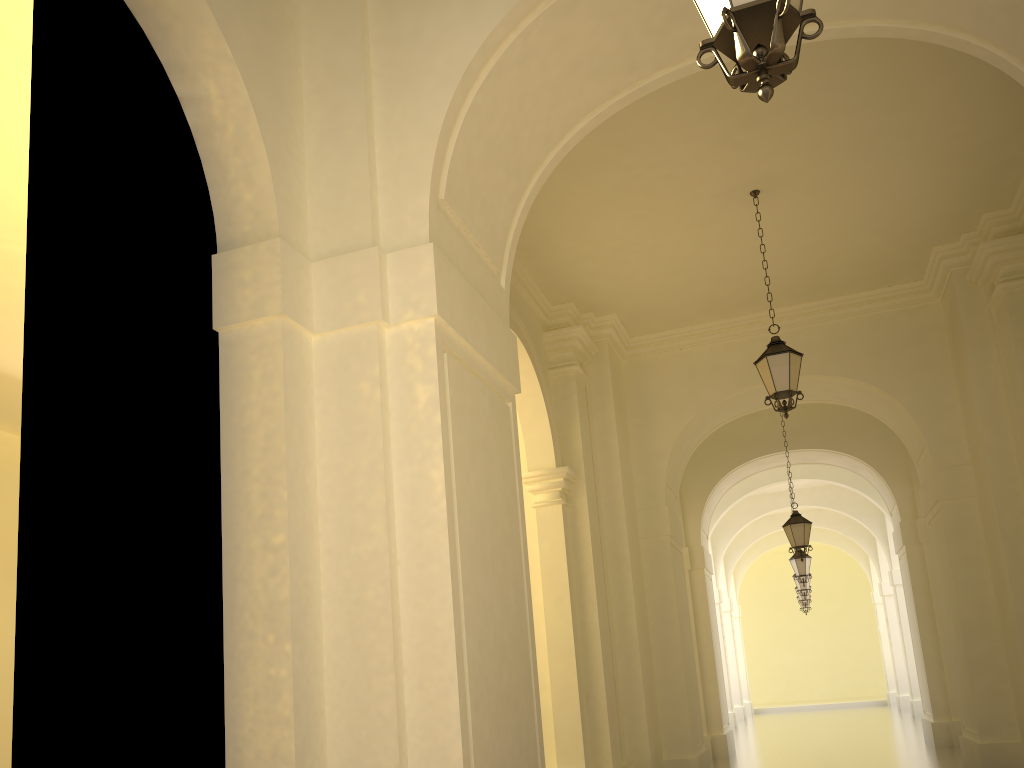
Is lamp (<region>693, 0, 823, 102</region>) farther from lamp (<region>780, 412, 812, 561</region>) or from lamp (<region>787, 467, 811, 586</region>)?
lamp (<region>787, 467, 811, 586</region>)

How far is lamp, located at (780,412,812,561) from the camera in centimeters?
1459cm

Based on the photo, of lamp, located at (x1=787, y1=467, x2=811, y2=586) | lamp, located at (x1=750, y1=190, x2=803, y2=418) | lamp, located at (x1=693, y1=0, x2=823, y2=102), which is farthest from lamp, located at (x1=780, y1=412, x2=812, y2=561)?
lamp, located at (x1=693, y1=0, x2=823, y2=102)

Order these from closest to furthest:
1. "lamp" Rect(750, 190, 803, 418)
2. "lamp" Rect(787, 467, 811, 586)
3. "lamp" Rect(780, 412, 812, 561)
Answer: "lamp" Rect(750, 190, 803, 418)
"lamp" Rect(780, 412, 812, 561)
"lamp" Rect(787, 467, 811, 586)

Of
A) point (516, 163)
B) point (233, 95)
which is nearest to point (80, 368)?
point (233, 95)

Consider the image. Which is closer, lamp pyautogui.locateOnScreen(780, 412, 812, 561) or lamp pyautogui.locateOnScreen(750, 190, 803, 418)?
lamp pyautogui.locateOnScreen(750, 190, 803, 418)

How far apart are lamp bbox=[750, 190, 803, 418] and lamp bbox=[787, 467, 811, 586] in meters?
11.3

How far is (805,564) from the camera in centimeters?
1916cm

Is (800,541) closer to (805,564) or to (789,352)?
(805,564)

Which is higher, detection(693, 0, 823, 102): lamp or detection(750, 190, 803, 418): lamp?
detection(750, 190, 803, 418): lamp
